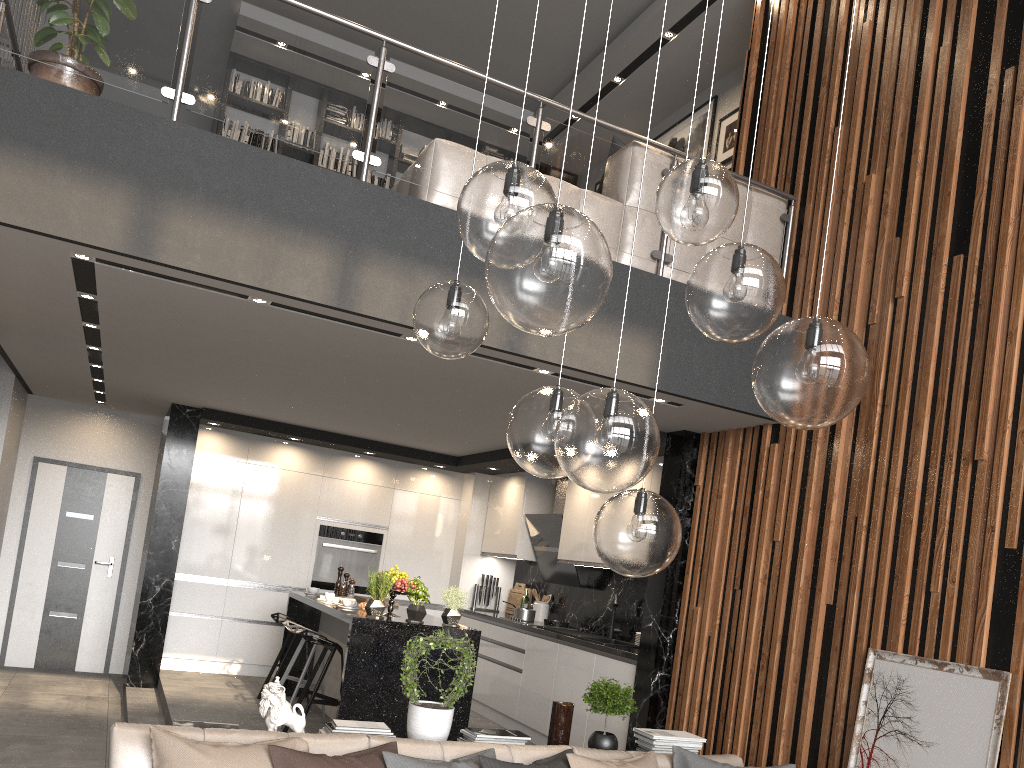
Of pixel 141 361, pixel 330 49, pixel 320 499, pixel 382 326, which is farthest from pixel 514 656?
pixel 330 49

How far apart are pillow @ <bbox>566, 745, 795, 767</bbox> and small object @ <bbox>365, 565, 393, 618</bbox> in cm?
226

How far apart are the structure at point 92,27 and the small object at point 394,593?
2.8 meters

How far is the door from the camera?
8.4 meters

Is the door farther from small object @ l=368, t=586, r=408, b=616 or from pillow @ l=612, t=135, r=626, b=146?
pillow @ l=612, t=135, r=626, b=146

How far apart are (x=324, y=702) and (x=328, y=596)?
1.0m

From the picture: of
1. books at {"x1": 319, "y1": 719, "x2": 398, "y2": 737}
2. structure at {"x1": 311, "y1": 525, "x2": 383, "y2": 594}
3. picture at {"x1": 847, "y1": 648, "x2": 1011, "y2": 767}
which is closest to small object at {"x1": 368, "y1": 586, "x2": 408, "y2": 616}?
books at {"x1": 319, "y1": 719, "x2": 398, "y2": 737}

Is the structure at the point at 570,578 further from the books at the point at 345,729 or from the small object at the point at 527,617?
the books at the point at 345,729

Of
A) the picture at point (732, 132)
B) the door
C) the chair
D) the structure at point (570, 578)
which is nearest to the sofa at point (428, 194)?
the picture at point (732, 132)

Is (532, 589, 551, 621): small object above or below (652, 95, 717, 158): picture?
below
